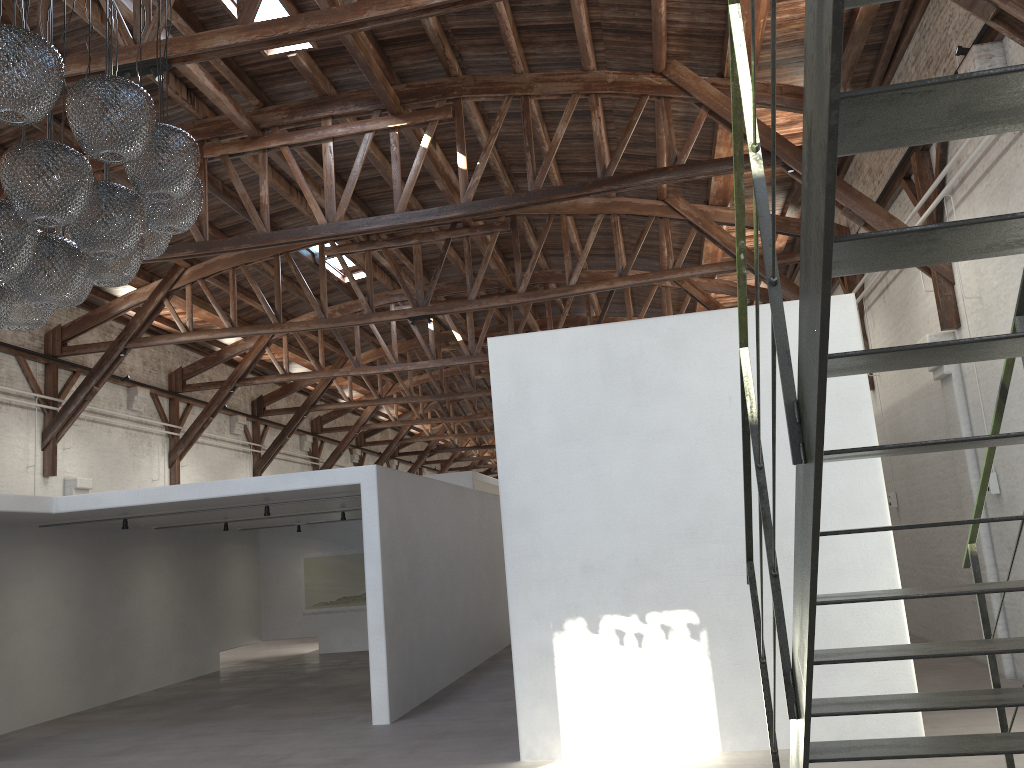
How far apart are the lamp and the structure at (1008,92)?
2.6 meters

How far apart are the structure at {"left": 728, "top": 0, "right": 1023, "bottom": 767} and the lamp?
2.6m

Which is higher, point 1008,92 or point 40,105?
point 40,105

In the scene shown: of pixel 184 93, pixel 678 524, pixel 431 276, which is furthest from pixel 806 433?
pixel 431 276

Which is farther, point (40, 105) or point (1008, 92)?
point (40, 105)

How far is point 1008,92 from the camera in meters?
1.6 m

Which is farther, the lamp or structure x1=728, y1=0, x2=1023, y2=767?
the lamp

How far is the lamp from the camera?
3.5 meters

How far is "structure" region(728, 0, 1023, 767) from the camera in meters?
1.6

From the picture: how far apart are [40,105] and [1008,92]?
3.35m
